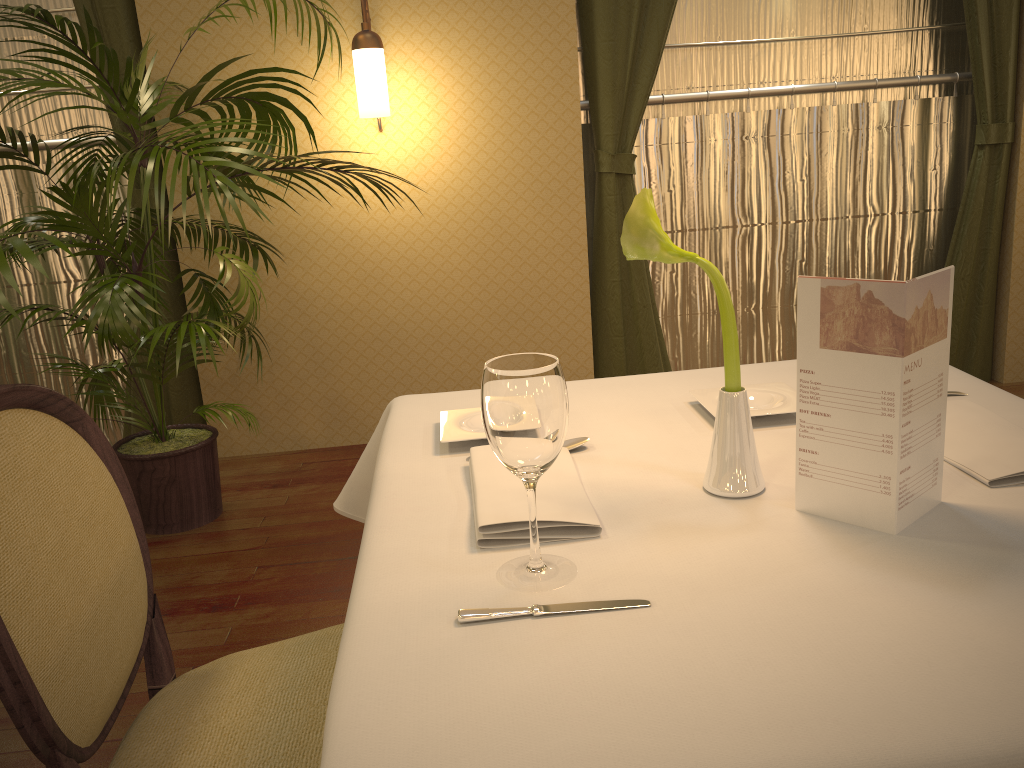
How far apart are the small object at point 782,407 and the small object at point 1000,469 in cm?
21

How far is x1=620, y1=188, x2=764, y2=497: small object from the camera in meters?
1.0

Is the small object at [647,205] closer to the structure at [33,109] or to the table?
the table

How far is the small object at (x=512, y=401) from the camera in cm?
84

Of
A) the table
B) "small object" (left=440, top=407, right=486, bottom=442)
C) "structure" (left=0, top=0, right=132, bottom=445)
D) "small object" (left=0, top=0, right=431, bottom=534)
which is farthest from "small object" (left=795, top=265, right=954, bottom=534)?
"structure" (left=0, top=0, right=132, bottom=445)

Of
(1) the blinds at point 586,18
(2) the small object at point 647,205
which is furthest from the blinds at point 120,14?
(2) the small object at point 647,205

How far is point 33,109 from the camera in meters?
3.6

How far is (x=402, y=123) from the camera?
3.48m

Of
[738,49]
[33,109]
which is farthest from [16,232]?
[738,49]

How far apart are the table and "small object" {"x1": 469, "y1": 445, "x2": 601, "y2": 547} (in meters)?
0.01
